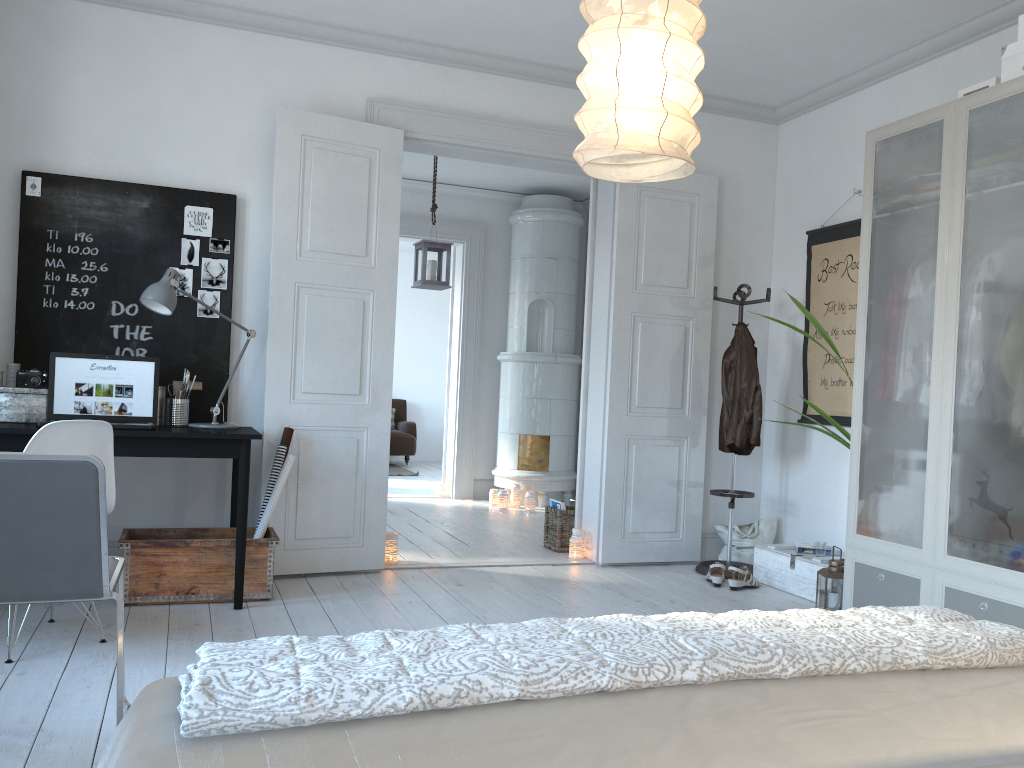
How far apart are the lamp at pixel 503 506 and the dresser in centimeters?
273cm

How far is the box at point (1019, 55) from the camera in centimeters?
329cm

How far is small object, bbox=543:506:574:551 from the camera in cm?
554

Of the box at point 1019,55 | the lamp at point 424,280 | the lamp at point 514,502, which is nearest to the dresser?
the box at point 1019,55

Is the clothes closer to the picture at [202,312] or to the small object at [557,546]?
the small object at [557,546]

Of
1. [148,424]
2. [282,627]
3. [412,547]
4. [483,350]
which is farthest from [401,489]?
[282,627]

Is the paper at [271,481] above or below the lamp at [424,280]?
below

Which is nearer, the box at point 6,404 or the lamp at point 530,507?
the box at point 6,404

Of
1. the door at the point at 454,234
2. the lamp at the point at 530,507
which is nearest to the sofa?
the door at the point at 454,234

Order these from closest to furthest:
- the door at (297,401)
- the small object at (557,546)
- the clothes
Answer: the door at (297,401), the clothes, the small object at (557,546)
